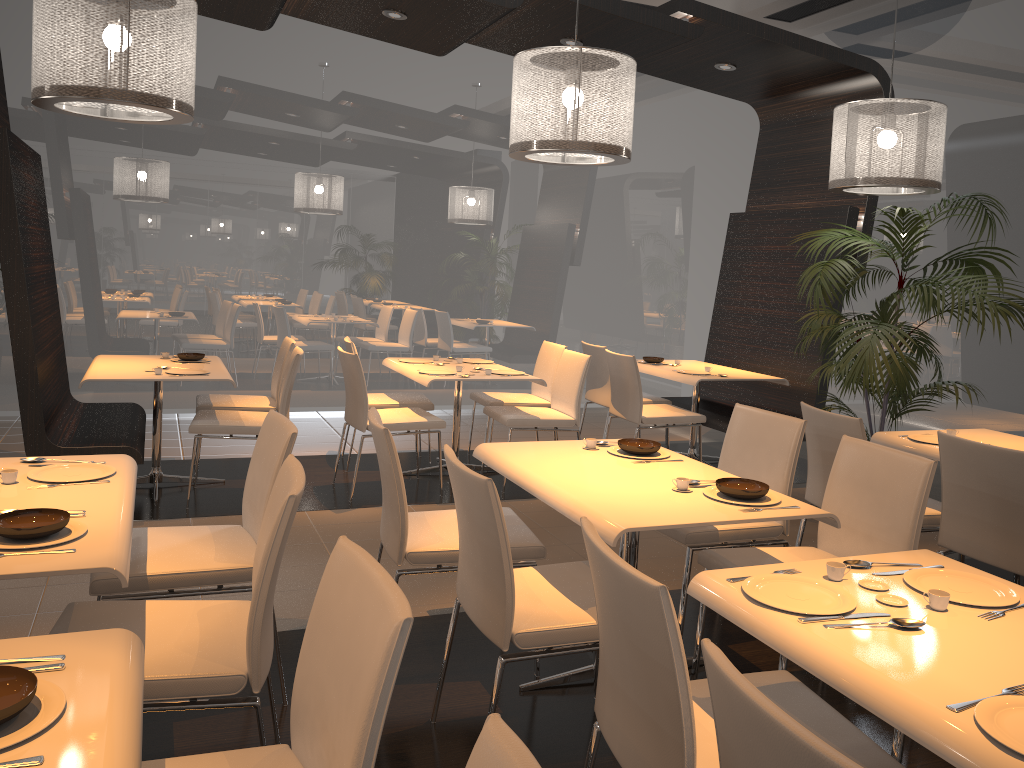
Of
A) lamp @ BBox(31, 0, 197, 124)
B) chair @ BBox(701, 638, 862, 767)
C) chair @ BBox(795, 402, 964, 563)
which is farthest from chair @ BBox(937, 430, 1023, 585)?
lamp @ BBox(31, 0, 197, 124)

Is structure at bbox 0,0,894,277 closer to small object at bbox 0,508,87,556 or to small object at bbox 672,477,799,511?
small object at bbox 672,477,799,511

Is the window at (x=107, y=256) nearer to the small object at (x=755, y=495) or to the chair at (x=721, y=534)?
the chair at (x=721, y=534)

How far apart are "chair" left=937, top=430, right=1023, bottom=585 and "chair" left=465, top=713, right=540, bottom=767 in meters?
2.7 m

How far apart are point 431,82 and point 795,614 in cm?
697

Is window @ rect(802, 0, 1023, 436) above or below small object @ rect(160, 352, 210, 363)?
above

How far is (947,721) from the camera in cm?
147

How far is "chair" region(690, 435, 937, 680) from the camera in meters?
2.9 m

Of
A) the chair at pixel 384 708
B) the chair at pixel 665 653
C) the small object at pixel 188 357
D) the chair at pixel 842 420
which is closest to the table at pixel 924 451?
the chair at pixel 842 420

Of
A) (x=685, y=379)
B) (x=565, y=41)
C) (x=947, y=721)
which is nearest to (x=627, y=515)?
(x=947, y=721)
